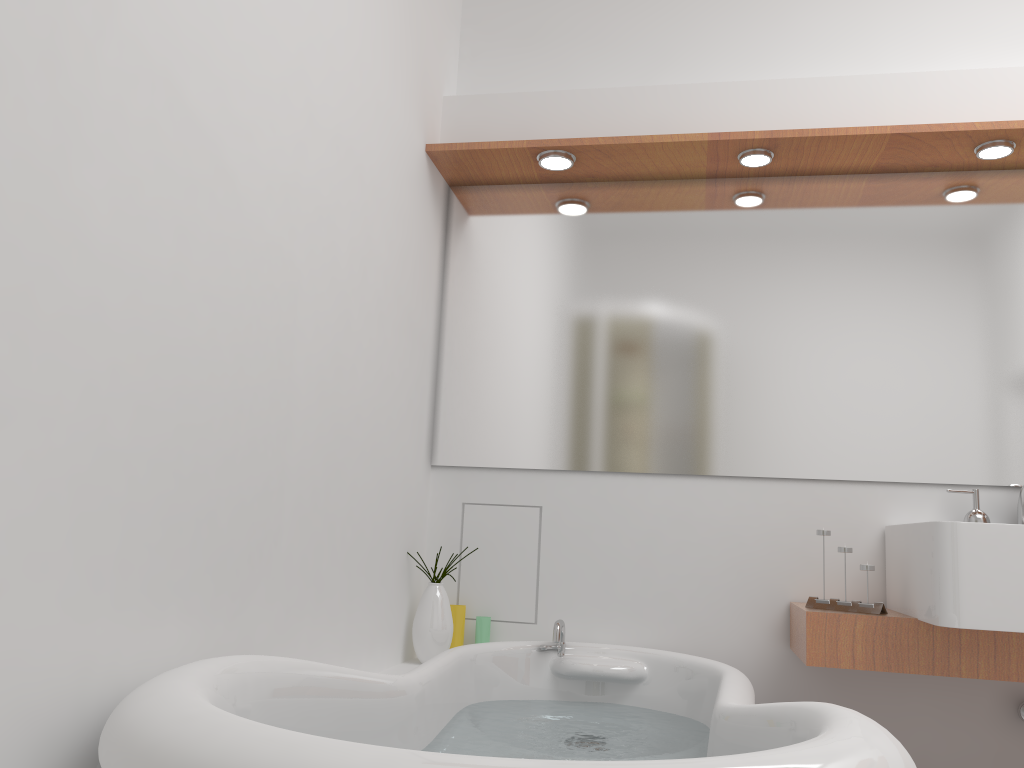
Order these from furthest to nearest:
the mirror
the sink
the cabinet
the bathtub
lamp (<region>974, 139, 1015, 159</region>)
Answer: the mirror
lamp (<region>974, 139, 1015, 159</region>)
the cabinet
the sink
the bathtub

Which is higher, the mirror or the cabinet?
the mirror

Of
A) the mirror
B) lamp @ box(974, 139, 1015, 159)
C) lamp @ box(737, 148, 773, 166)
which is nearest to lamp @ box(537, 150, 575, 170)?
the mirror

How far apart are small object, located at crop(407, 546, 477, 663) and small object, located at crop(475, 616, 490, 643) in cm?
13

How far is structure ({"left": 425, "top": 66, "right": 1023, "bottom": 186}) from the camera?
2.4 meters

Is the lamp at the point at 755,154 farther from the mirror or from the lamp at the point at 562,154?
the lamp at the point at 562,154

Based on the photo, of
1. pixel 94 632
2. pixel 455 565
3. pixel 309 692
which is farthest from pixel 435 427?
pixel 94 632

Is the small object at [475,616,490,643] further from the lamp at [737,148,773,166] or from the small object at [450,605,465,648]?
the lamp at [737,148,773,166]

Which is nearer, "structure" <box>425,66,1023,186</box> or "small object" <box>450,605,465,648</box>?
"structure" <box>425,66,1023,186</box>

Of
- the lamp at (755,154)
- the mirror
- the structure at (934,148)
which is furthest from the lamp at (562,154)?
the lamp at (755,154)
